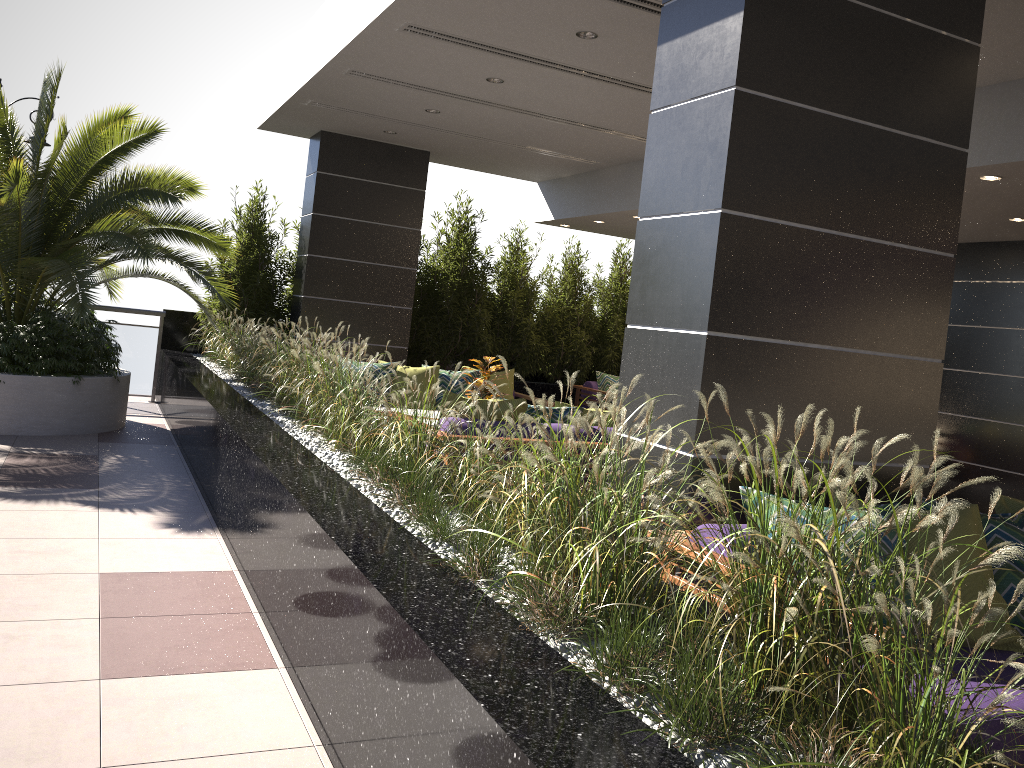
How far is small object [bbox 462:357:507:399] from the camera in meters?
7.1 m

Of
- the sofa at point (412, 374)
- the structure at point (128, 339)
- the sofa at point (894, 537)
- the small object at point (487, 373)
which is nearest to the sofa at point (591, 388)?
the sofa at point (412, 374)

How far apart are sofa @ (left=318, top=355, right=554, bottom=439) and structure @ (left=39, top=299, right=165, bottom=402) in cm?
352

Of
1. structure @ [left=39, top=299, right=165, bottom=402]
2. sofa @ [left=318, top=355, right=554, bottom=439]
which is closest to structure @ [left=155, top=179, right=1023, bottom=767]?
structure @ [left=39, top=299, right=165, bottom=402]

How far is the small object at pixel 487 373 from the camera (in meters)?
7.15

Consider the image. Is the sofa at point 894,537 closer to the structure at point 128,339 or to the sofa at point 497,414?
the sofa at point 497,414

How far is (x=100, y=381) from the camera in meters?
7.8

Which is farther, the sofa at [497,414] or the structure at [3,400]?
the structure at [3,400]

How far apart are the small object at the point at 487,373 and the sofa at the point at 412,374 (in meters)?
1.10

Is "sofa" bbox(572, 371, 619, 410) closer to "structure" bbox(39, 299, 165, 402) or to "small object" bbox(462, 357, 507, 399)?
"small object" bbox(462, 357, 507, 399)
